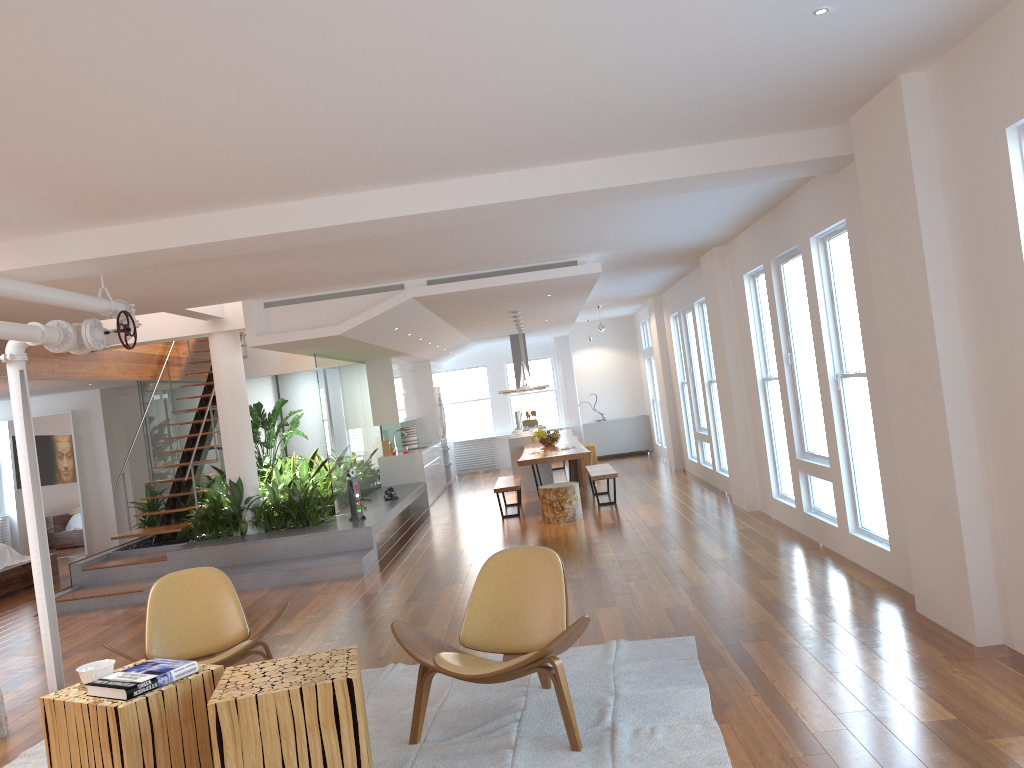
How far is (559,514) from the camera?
9.86m

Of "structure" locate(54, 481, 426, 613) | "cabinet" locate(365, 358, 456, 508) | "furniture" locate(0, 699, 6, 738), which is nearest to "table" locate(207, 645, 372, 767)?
"furniture" locate(0, 699, 6, 738)

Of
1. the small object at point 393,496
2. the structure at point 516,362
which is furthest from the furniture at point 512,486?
the structure at point 516,362

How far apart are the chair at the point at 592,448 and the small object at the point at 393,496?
4.9m

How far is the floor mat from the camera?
3.62m

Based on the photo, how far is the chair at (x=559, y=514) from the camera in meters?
9.9 m

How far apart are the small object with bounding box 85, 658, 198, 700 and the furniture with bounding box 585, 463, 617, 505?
7.3 meters

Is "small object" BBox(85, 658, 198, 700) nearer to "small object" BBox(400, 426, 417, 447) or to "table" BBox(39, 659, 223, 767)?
"table" BBox(39, 659, 223, 767)

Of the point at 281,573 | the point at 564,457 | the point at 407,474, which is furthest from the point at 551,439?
the point at 281,573

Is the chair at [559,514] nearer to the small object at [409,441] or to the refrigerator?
the small object at [409,441]
